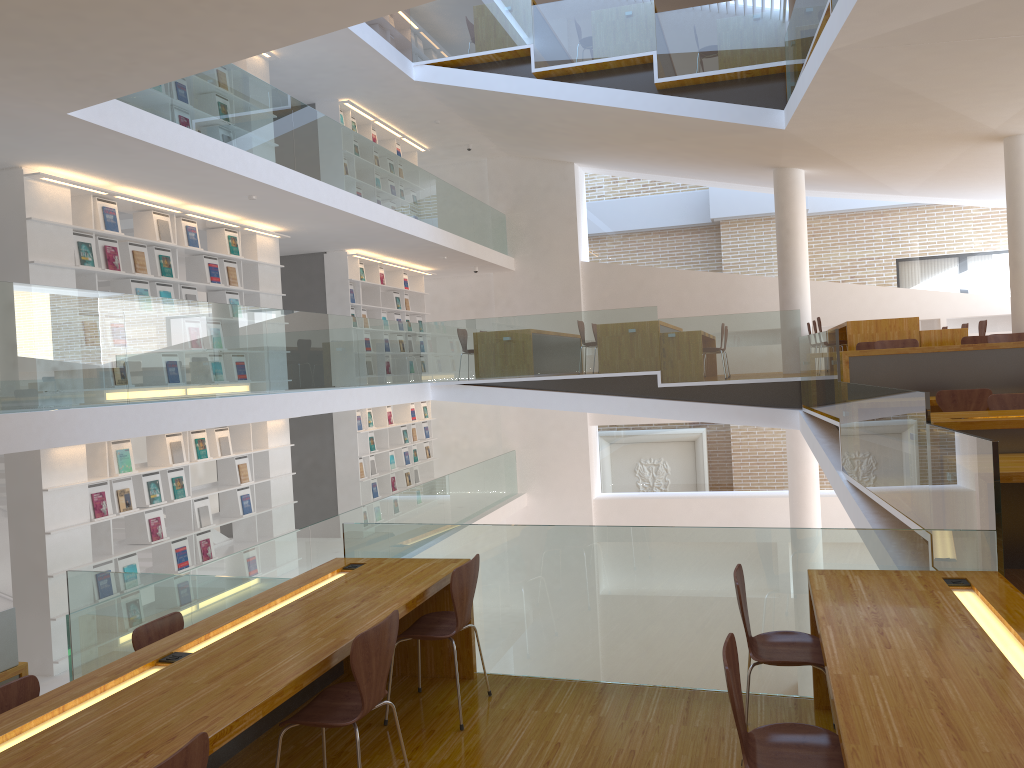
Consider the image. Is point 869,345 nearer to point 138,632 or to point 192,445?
point 192,445

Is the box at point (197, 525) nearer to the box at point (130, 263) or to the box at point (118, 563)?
the box at point (118, 563)

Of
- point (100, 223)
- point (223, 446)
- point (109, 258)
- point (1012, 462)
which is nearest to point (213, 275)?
point (109, 258)

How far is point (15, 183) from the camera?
6.7 meters

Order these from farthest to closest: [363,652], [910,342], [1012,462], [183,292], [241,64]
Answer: [241,64] < [183,292] < [910,342] < [1012,462] < [363,652]

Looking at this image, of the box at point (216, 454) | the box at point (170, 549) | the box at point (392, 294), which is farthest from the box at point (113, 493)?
the box at point (392, 294)

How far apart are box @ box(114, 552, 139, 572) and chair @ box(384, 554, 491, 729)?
4.4 meters

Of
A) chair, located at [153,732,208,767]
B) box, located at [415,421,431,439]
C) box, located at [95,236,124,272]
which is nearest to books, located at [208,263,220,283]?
box, located at [95,236,124,272]

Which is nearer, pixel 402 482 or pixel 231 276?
pixel 231 276

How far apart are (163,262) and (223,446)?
1.9m
